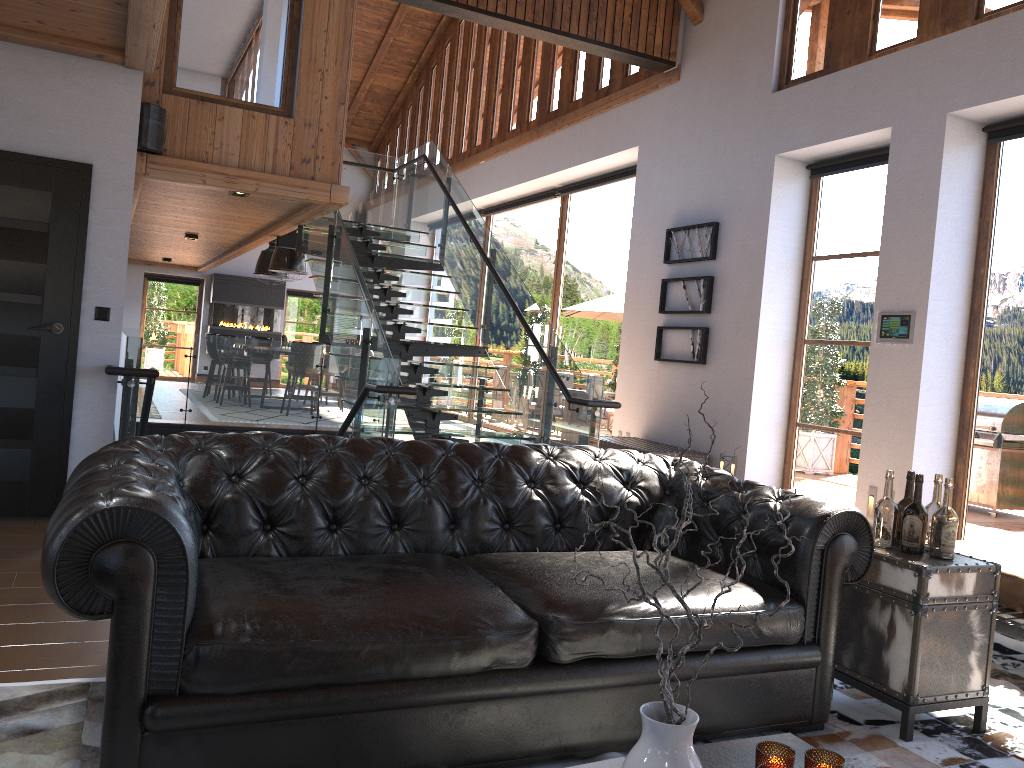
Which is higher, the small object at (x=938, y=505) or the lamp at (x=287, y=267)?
the lamp at (x=287, y=267)

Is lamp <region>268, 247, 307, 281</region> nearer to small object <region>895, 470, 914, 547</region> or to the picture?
the picture

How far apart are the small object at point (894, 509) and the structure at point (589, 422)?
3.2 meters

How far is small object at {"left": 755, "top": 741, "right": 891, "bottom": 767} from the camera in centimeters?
175cm

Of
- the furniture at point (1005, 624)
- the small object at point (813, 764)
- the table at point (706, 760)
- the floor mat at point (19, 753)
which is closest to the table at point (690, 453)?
the furniture at point (1005, 624)

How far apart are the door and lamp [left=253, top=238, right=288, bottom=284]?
10.4 meters

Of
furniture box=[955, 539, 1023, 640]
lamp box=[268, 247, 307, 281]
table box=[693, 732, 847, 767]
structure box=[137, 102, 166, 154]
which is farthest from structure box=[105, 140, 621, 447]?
table box=[693, 732, 847, 767]

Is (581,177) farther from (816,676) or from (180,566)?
(180,566)

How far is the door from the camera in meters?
5.0 m

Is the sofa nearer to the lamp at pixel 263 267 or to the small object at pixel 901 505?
the small object at pixel 901 505
